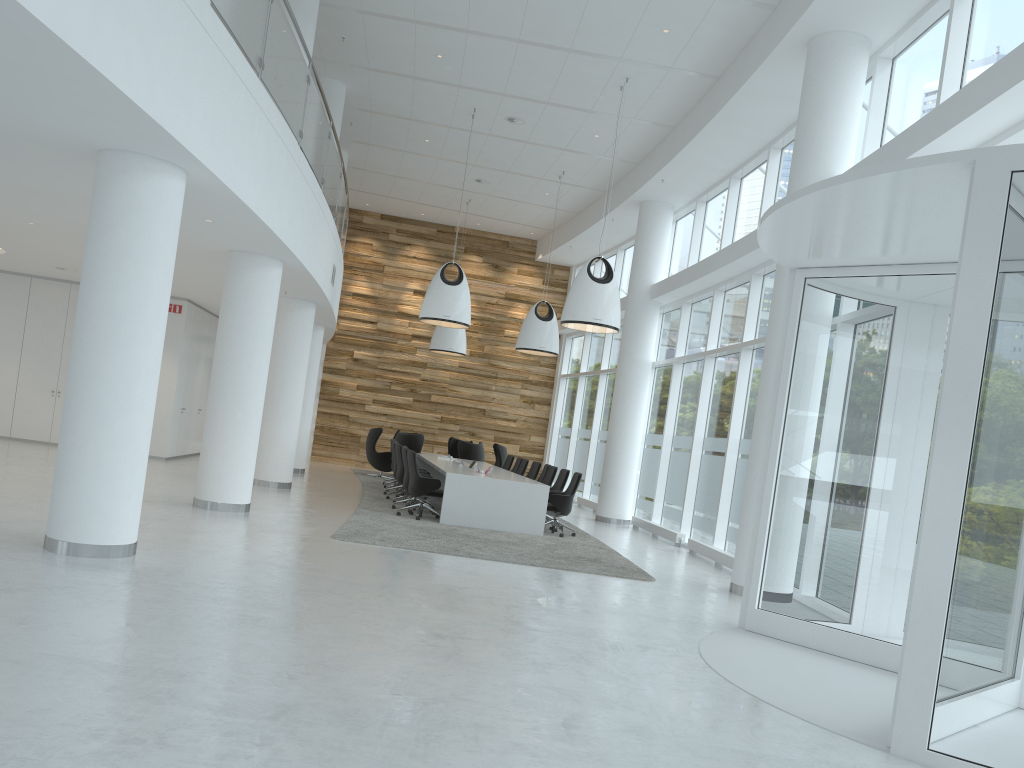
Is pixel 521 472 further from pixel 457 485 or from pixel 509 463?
pixel 457 485

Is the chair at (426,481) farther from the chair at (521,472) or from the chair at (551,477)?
the chair at (521,472)

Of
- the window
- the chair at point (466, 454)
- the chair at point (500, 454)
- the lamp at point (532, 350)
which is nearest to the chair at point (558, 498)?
the window

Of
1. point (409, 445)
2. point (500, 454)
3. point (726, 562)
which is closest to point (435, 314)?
point (409, 445)

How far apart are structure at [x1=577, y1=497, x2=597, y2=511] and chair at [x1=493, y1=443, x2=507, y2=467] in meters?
2.1

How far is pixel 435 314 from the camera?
14.55m

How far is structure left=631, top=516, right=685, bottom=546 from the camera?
14.1m

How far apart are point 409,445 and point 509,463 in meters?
2.3

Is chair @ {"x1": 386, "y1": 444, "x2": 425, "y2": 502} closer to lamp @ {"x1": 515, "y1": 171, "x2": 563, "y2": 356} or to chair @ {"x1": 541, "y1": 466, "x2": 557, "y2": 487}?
chair @ {"x1": 541, "y1": 466, "x2": 557, "y2": 487}

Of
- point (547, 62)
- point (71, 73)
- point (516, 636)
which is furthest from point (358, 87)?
point (516, 636)
